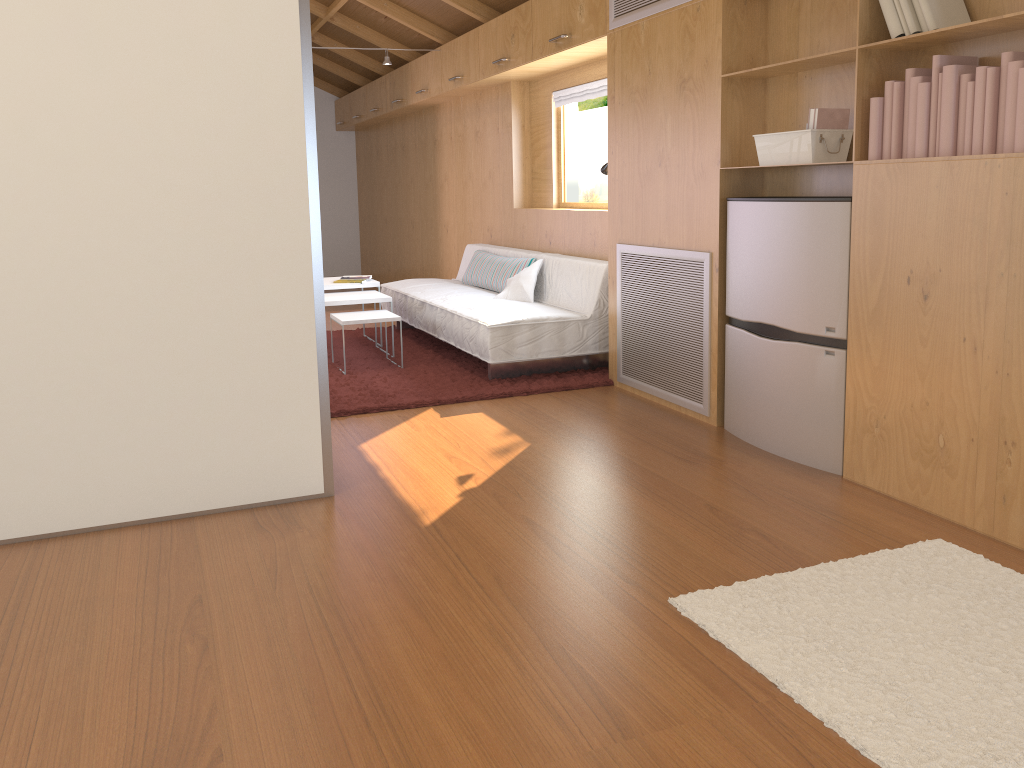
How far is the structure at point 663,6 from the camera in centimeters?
387cm

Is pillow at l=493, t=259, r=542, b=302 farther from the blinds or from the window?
the blinds

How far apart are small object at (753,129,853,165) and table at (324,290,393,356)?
2.7 meters

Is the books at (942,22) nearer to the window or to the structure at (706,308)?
the structure at (706,308)

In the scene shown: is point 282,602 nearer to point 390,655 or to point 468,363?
point 390,655

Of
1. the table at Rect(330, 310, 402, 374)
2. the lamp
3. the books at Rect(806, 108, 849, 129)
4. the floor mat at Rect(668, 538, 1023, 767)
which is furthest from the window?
the floor mat at Rect(668, 538, 1023, 767)

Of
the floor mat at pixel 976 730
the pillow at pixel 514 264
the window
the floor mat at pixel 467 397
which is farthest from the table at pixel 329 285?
the floor mat at pixel 976 730

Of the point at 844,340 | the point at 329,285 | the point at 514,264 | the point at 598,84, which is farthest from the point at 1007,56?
the point at 329,285

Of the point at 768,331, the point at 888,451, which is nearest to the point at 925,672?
the point at 888,451

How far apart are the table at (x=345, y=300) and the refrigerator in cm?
240
